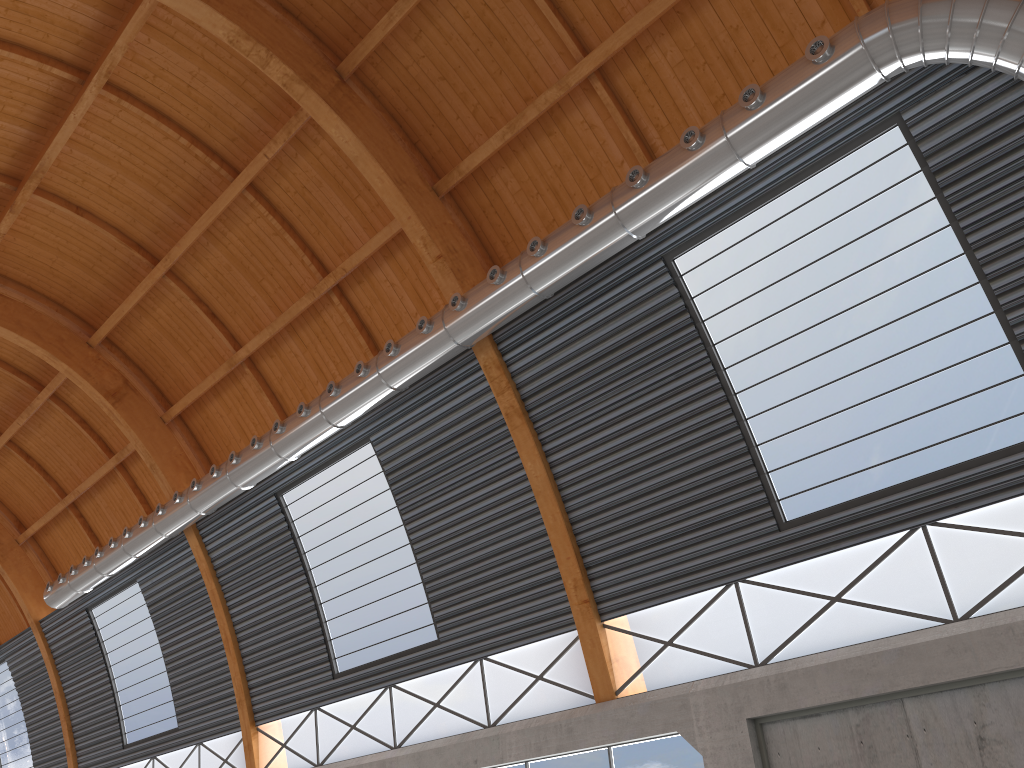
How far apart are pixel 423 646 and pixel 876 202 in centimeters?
1728cm

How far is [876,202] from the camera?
17.0m
